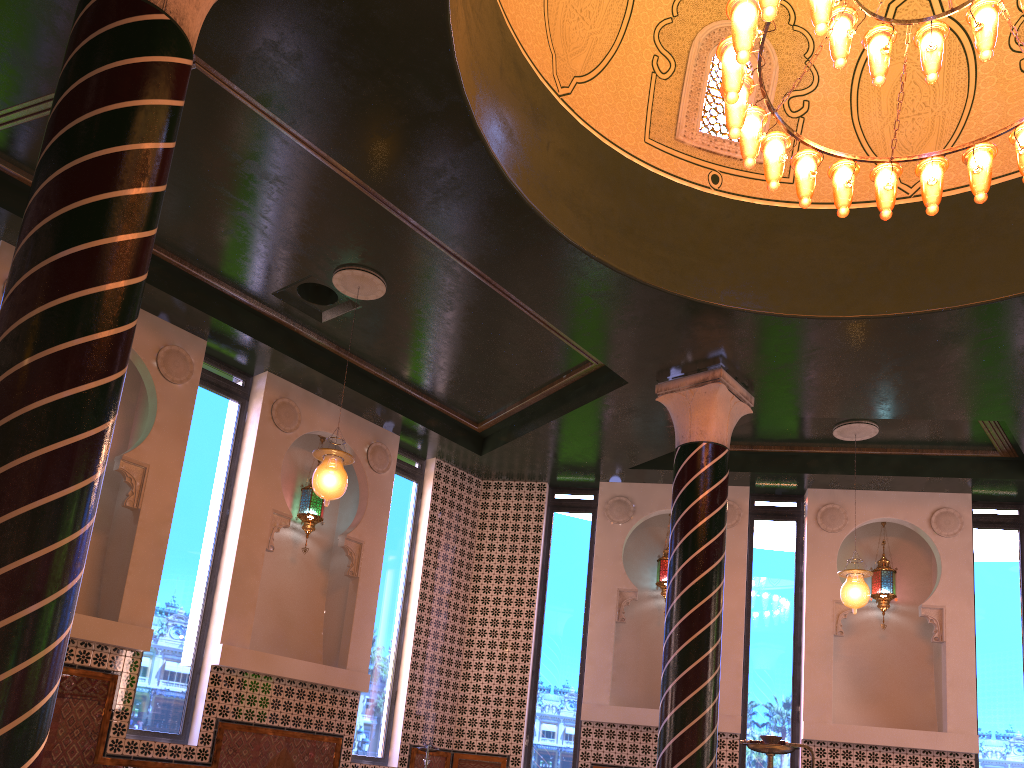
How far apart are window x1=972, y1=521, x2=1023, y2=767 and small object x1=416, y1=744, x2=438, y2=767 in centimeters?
656cm

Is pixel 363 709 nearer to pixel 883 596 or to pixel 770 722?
pixel 770 722

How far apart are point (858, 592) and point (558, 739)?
4.26m

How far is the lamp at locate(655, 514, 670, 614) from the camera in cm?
1185

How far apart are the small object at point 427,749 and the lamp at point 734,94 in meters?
7.1

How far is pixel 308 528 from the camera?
10.49m

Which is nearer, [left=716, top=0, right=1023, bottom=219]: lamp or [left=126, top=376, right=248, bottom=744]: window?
[left=716, top=0, right=1023, bottom=219]: lamp

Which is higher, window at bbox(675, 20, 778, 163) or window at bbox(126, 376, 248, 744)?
window at bbox(675, 20, 778, 163)

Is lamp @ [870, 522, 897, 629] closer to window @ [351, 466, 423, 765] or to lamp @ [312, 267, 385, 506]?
window @ [351, 466, 423, 765]

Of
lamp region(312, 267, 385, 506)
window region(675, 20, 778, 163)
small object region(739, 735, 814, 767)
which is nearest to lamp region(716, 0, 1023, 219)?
window region(675, 20, 778, 163)
